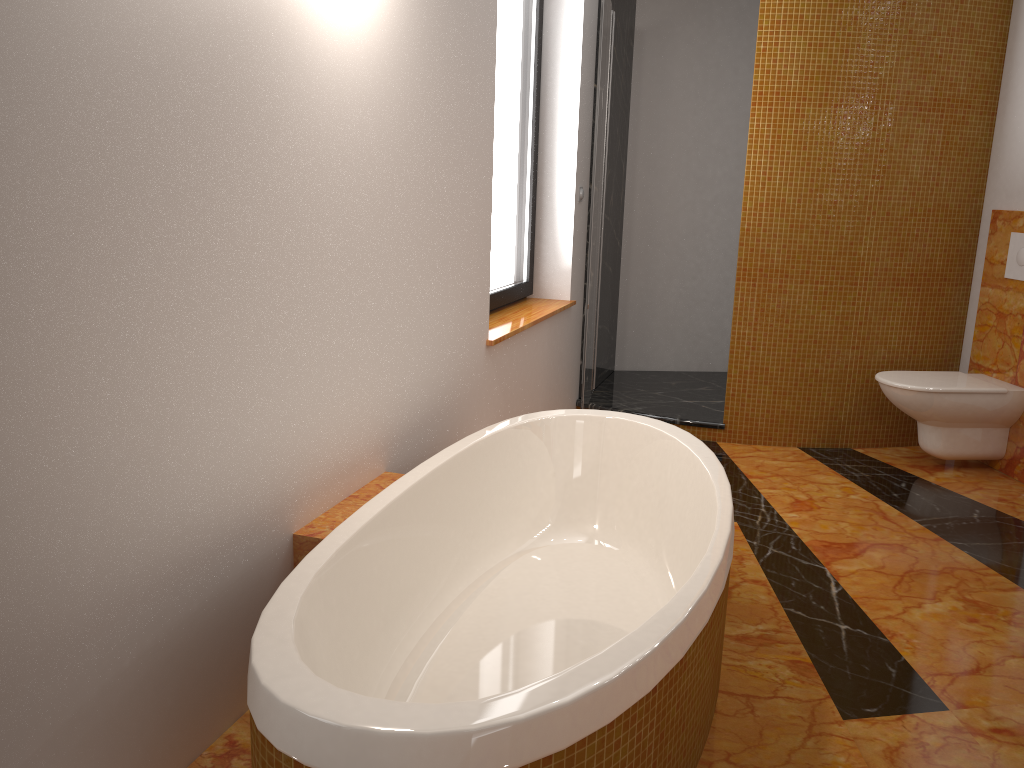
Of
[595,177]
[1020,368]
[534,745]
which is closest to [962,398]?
[1020,368]

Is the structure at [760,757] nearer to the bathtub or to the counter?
the bathtub

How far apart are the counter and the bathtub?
1.37m

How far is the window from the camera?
3.6m

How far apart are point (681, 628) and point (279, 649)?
0.7 meters

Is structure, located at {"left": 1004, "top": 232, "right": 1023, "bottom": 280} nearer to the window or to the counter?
the counter

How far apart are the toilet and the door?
1.3m

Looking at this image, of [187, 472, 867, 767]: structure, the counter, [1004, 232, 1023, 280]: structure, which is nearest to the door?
[187, 472, 867, 767]: structure

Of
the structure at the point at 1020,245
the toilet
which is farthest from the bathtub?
the structure at the point at 1020,245

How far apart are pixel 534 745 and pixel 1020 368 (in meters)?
2.63
